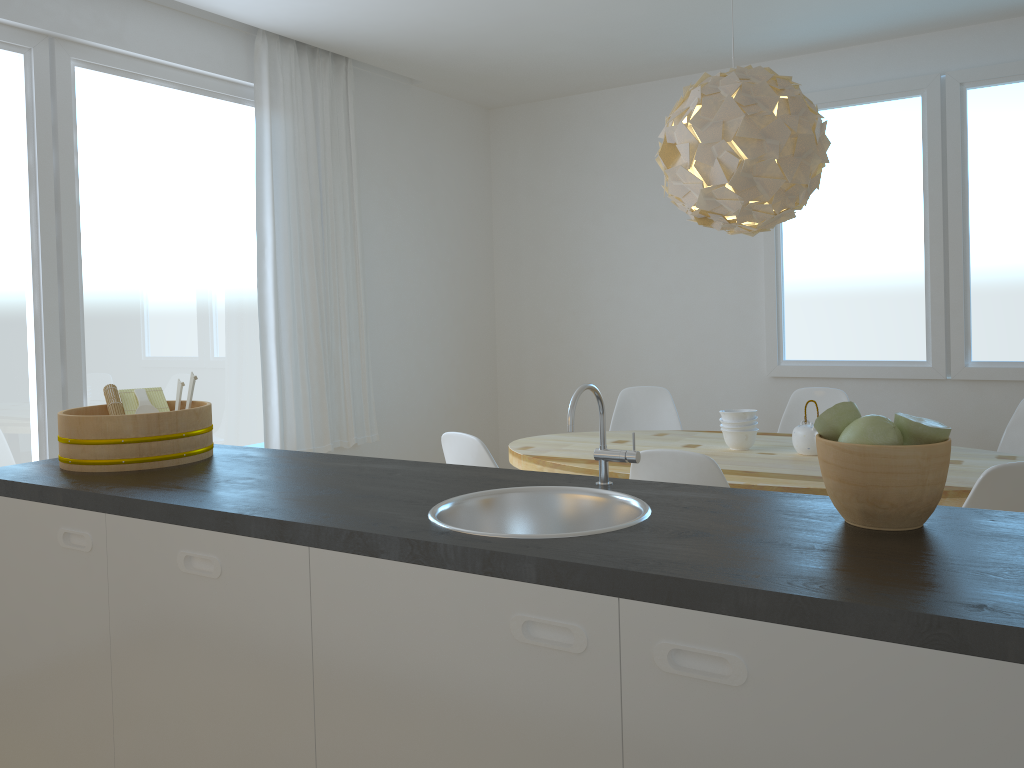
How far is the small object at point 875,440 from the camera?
1.4m

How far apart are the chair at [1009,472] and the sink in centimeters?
111cm

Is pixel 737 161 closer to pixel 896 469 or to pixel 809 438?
pixel 809 438

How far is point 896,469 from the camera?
1.36m

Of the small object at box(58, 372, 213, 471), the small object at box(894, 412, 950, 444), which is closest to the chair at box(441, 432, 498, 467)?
the small object at box(58, 372, 213, 471)

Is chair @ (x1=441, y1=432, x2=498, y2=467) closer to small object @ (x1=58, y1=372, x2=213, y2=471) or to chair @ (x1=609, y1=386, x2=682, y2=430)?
small object @ (x1=58, y1=372, x2=213, y2=471)

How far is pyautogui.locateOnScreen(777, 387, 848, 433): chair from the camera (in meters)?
4.29

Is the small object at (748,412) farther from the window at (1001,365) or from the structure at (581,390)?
the structure at (581,390)

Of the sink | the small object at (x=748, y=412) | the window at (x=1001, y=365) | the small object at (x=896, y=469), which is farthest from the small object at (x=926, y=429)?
the window at (x=1001, y=365)

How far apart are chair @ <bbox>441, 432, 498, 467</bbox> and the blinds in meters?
1.5 m
